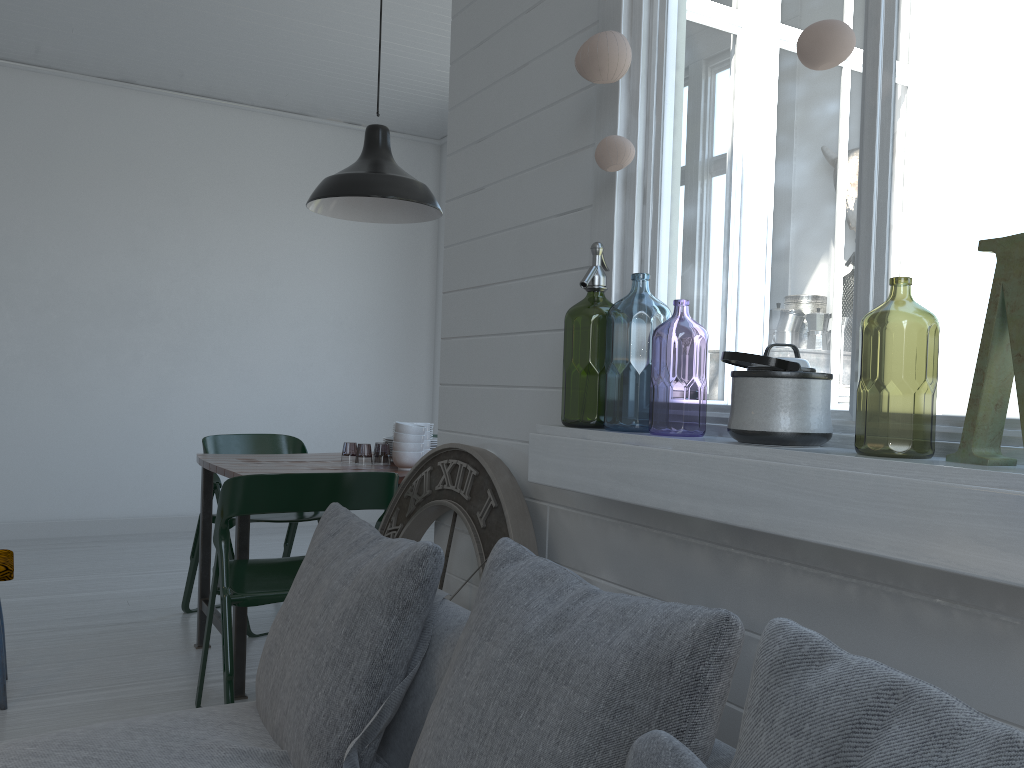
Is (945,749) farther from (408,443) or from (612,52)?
(408,443)

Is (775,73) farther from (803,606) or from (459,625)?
(459,625)

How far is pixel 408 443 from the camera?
3.96m

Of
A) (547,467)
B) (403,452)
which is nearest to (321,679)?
(547,467)

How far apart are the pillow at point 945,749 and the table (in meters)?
2.83

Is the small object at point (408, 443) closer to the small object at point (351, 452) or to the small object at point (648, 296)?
the small object at point (648, 296)

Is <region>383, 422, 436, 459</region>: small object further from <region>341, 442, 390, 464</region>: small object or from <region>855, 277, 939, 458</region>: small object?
<region>855, 277, 939, 458</region>: small object

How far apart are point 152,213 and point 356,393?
2.32m

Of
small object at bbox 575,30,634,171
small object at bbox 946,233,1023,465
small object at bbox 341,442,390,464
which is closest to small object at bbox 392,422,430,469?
small object at bbox 341,442,390,464

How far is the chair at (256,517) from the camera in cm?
471
